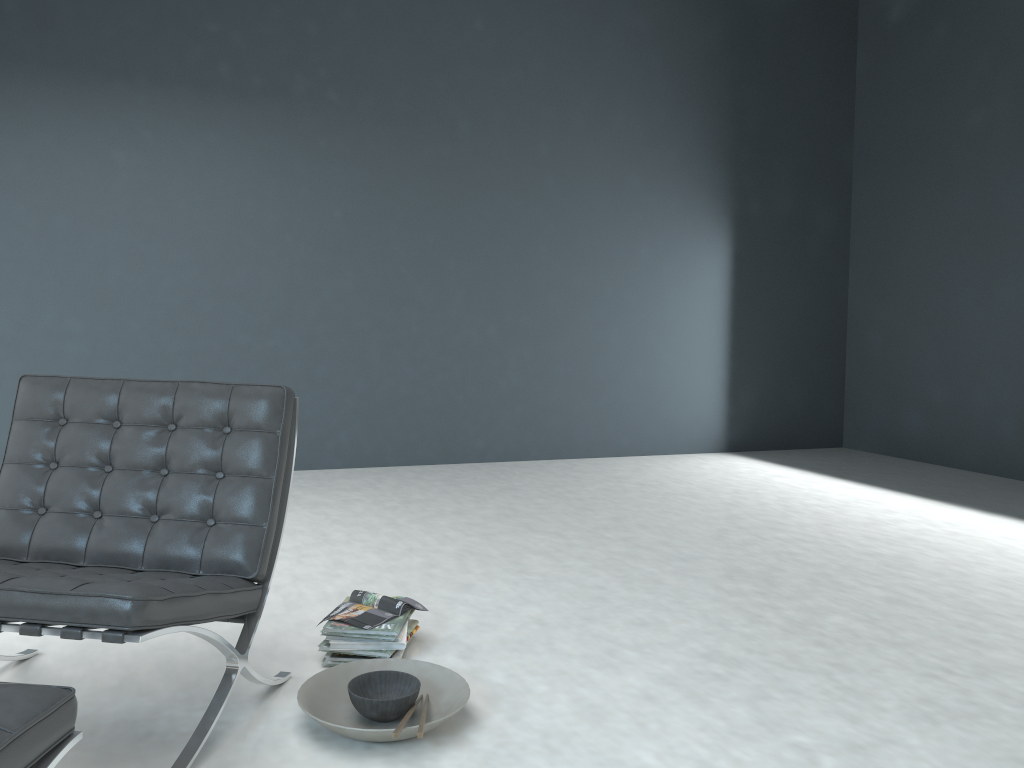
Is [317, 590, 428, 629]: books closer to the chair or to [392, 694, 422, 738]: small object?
the chair

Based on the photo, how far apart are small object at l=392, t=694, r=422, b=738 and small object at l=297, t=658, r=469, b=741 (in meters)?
0.01

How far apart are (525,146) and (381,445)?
2.1m

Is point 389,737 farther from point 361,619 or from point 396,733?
point 361,619

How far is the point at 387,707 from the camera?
2.0m

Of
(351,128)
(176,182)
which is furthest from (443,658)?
(351,128)

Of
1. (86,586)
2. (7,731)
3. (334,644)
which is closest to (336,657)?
(334,644)

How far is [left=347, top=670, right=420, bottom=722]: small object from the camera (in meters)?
1.97

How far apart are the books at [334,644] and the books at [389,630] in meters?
0.0 m

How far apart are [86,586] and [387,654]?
0.91m
